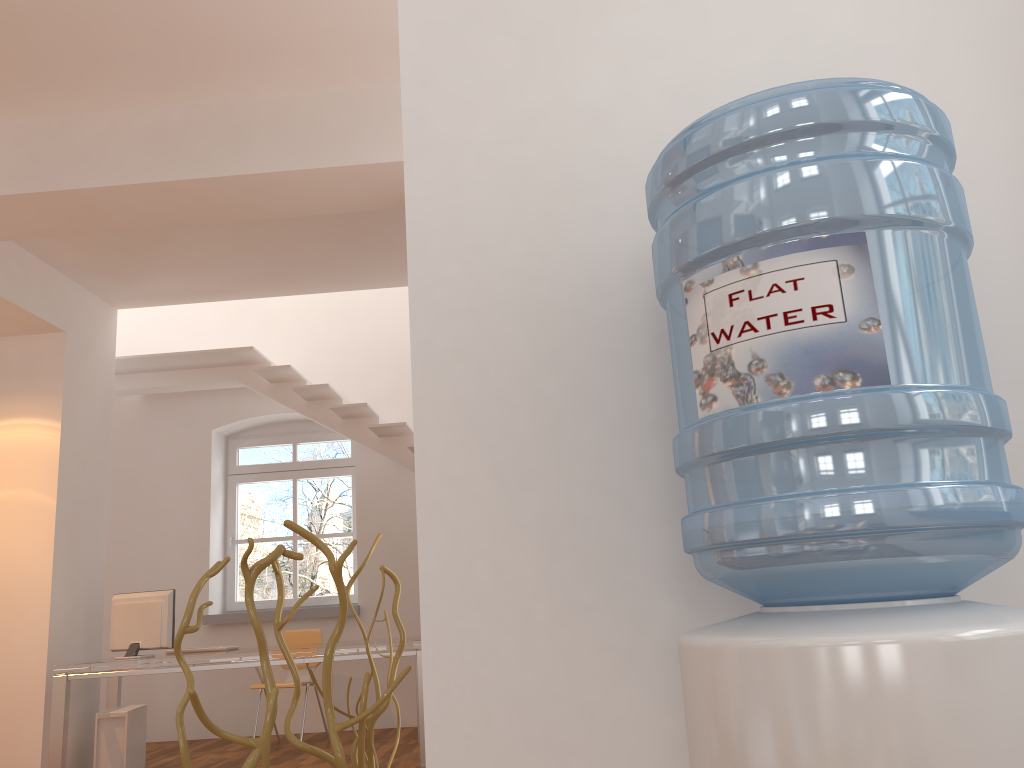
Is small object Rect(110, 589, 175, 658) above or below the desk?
above

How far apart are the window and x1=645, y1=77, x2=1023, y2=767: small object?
7.2 meters

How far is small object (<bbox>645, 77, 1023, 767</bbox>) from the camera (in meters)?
0.81

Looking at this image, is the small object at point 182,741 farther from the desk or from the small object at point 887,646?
the desk

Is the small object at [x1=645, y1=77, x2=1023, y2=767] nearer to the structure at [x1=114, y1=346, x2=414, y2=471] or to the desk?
the desk

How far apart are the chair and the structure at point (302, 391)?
1.50m

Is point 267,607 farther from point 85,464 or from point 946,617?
point 946,617

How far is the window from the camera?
8.0 meters

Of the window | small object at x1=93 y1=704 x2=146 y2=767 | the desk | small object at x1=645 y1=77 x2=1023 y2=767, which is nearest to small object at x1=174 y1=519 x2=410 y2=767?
small object at x1=645 y1=77 x2=1023 y2=767

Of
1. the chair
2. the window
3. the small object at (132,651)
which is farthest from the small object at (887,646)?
the window
